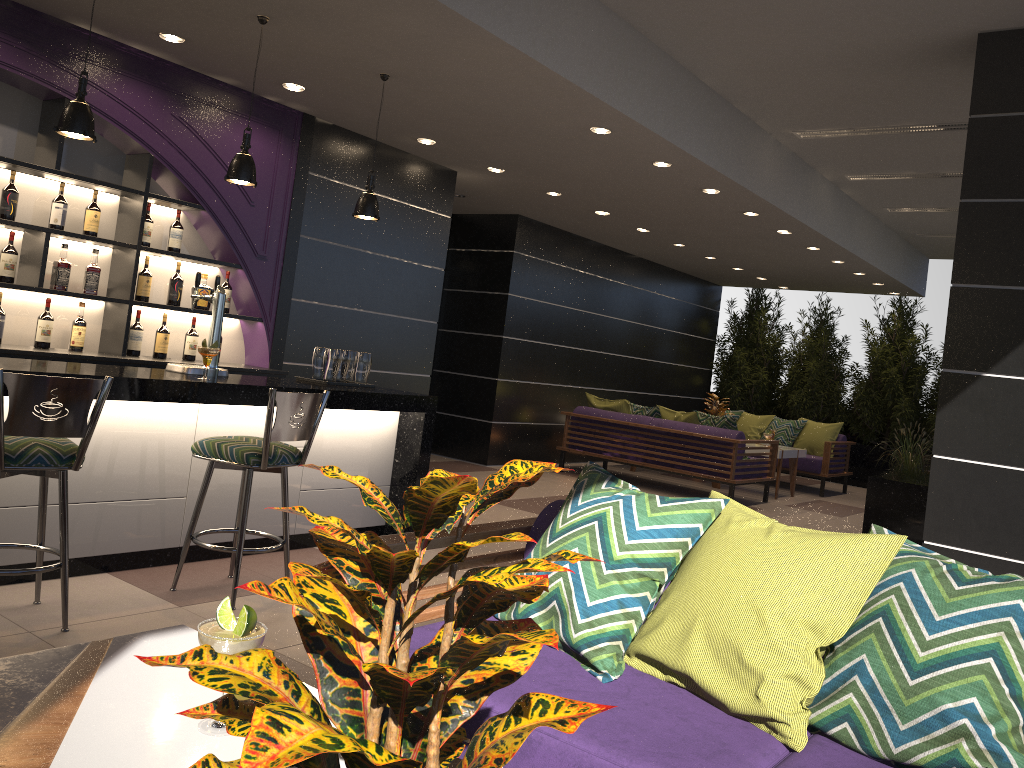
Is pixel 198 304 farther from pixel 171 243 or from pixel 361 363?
pixel 361 363

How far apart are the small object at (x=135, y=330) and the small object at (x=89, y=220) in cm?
61

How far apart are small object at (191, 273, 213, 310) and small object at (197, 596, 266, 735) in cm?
483

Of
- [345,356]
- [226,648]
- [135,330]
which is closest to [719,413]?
[345,356]

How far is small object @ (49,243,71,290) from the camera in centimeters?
519cm

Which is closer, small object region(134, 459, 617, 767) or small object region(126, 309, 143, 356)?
small object region(134, 459, 617, 767)

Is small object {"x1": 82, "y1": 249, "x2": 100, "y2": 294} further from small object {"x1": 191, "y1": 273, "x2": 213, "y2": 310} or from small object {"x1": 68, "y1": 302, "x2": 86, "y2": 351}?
small object {"x1": 191, "y1": 273, "x2": 213, "y2": 310}

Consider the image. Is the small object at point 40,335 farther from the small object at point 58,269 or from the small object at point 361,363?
the small object at point 361,363

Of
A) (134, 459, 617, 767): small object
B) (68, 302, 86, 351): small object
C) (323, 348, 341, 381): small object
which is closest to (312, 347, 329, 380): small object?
(323, 348, 341, 381): small object

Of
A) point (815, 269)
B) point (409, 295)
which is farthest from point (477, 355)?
point (815, 269)
